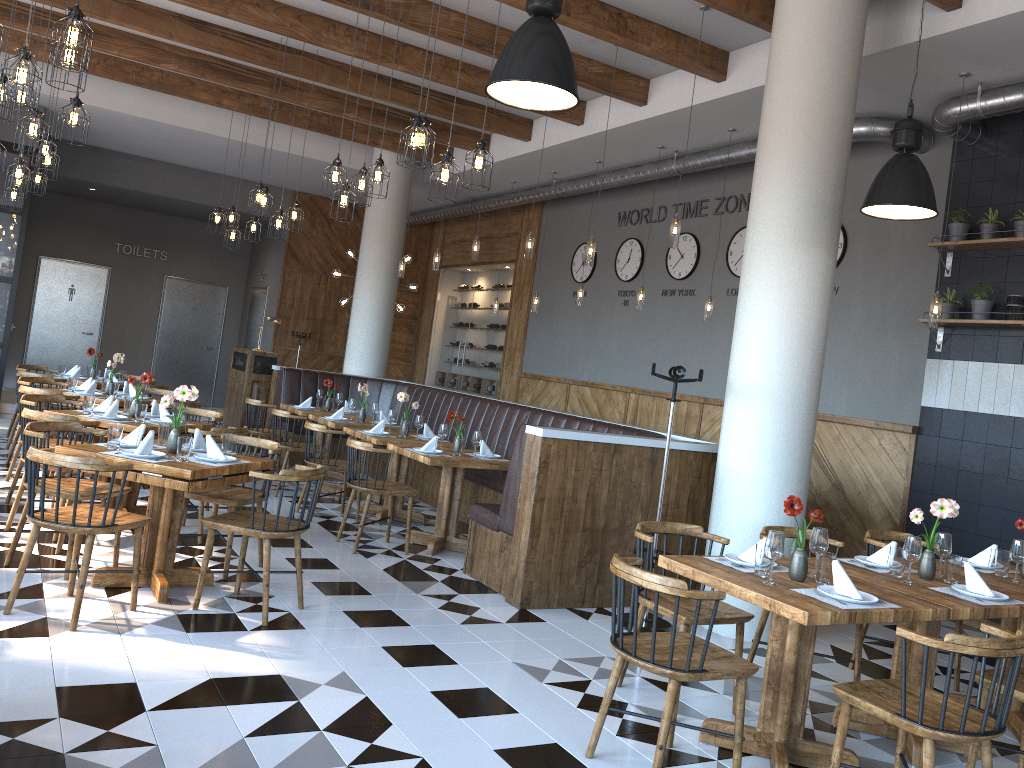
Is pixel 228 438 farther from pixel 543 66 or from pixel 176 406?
pixel 543 66

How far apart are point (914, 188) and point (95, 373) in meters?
8.3

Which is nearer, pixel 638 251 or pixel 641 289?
pixel 641 289

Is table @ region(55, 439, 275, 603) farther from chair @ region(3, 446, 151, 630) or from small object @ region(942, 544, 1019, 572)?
small object @ region(942, 544, 1019, 572)

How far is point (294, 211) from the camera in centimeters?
883cm

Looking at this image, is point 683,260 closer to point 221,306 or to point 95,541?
point 95,541

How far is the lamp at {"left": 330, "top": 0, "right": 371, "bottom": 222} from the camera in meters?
6.8

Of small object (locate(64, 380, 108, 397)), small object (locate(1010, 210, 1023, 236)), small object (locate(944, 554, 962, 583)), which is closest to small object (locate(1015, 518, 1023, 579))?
small object (locate(944, 554, 962, 583))

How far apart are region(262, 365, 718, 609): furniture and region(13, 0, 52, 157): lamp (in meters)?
3.63

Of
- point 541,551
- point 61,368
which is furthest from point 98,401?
point 541,551
